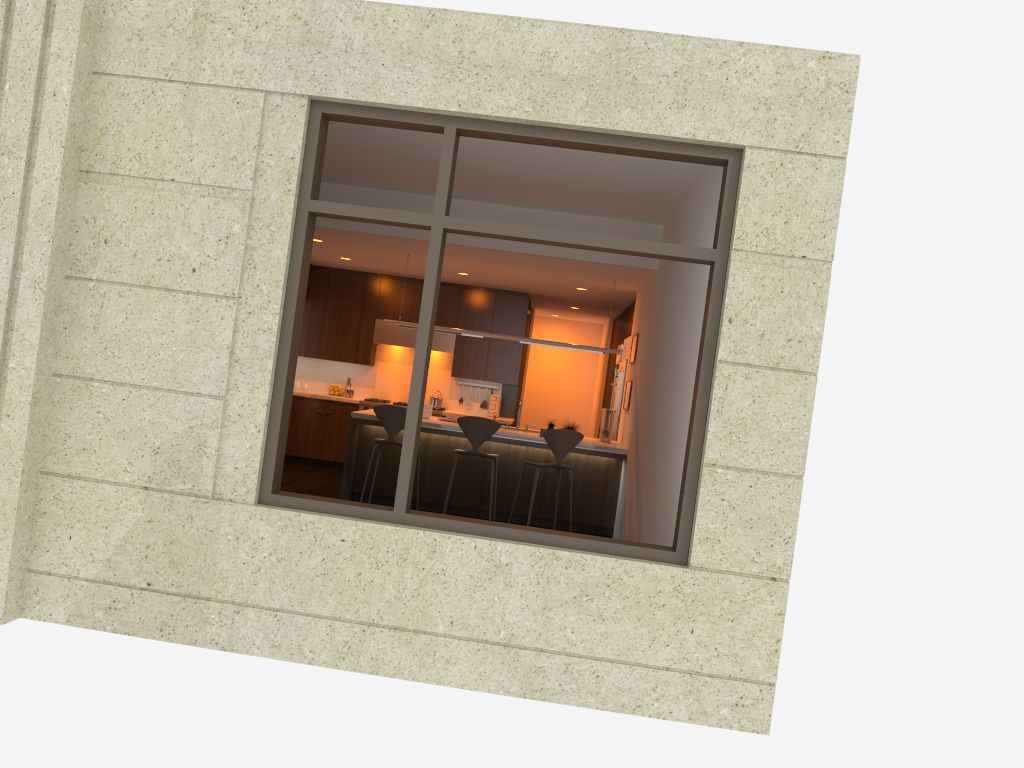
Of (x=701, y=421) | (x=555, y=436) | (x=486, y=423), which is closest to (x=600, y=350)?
(x=555, y=436)

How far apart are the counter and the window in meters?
3.8

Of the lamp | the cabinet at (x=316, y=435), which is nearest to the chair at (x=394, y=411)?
the lamp

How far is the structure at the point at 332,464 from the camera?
11.42m

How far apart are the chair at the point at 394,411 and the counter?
0.2m

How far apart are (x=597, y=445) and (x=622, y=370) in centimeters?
223cm

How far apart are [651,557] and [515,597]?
0.7 meters

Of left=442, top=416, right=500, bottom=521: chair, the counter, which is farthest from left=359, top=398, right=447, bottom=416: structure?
left=442, top=416, right=500, bottom=521: chair

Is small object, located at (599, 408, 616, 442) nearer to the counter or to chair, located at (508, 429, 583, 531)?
the counter

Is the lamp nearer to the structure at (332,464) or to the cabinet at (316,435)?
the cabinet at (316,435)
